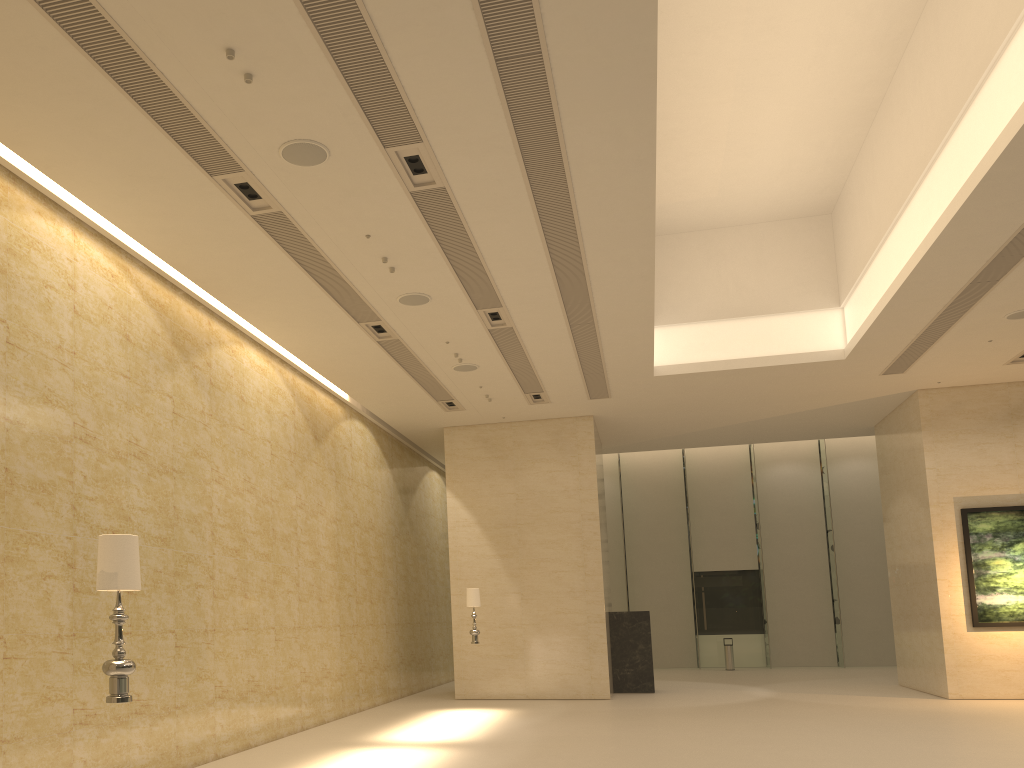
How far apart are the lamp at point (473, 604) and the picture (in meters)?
9.43

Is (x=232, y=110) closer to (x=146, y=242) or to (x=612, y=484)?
(x=146, y=242)

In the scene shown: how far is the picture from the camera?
16.49m

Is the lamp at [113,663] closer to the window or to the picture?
the picture

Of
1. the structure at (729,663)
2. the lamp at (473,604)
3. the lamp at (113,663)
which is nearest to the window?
the structure at (729,663)

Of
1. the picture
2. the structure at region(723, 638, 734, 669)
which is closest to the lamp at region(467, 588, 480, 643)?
the picture

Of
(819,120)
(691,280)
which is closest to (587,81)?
(819,120)

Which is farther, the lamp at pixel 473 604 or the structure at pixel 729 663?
the structure at pixel 729 663

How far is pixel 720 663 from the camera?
27.4m

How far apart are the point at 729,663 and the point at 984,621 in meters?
10.4 m
